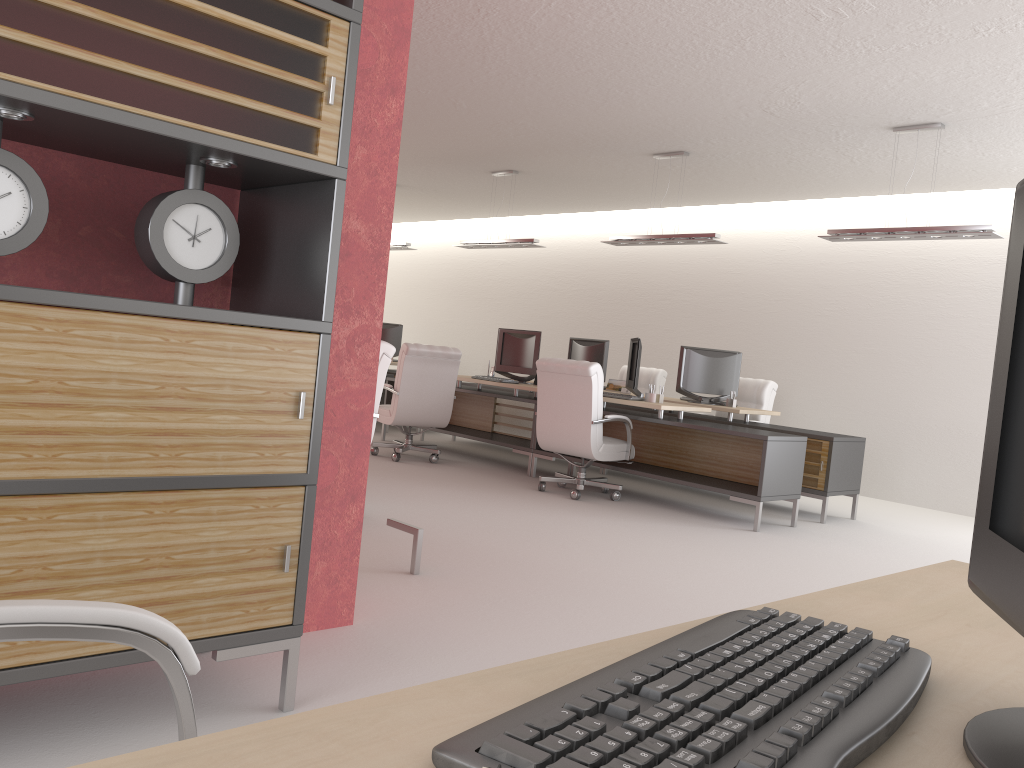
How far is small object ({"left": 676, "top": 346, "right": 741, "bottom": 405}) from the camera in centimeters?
1238cm

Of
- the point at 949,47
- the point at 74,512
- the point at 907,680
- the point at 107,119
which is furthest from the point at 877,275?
the point at 907,680

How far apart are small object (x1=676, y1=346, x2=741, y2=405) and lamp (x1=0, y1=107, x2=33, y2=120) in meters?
10.2 m

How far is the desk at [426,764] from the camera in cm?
90

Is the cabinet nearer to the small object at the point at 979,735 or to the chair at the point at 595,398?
the small object at the point at 979,735

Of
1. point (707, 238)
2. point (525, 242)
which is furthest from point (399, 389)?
point (707, 238)

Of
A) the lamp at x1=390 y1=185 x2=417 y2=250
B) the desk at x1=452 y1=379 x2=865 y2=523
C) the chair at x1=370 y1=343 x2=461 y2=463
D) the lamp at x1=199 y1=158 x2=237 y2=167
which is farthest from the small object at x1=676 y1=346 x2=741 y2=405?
the lamp at x1=199 y1=158 x2=237 y2=167

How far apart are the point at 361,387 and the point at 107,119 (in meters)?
2.17

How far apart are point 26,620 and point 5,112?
2.1m

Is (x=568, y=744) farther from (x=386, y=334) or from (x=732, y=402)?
(x=386, y=334)
